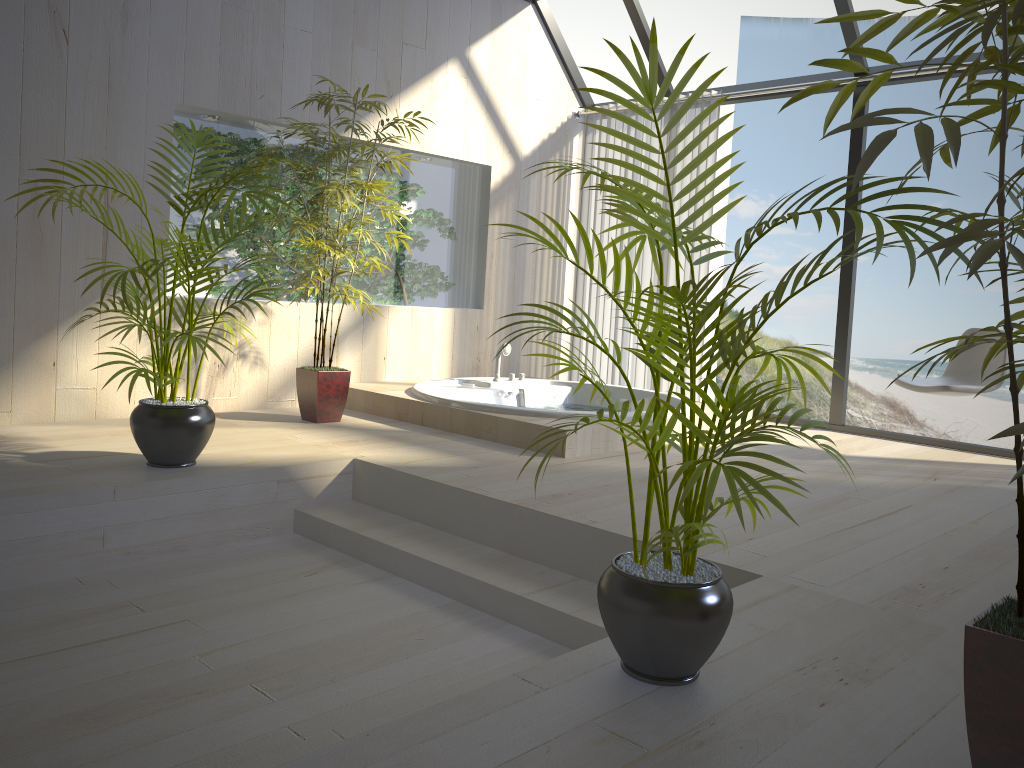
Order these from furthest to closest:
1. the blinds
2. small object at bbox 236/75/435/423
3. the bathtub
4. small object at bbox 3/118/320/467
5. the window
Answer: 1. the blinds
2. the window
3. small object at bbox 236/75/435/423
4. the bathtub
5. small object at bbox 3/118/320/467

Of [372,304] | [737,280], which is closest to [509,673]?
[737,280]

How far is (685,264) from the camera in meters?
5.8

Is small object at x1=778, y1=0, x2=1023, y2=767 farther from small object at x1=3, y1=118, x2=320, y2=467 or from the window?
the window

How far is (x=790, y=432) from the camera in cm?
515

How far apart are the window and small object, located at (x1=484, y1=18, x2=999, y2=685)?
3.5m

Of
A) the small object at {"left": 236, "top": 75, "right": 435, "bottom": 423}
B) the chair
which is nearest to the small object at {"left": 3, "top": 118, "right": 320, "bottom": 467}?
the small object at {"left": 236, "top": 75, "right": 435, "bottom": 423}

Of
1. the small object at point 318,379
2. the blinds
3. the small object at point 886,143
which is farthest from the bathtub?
the small object at point 886,143

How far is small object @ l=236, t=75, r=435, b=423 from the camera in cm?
441

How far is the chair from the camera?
4.2m
